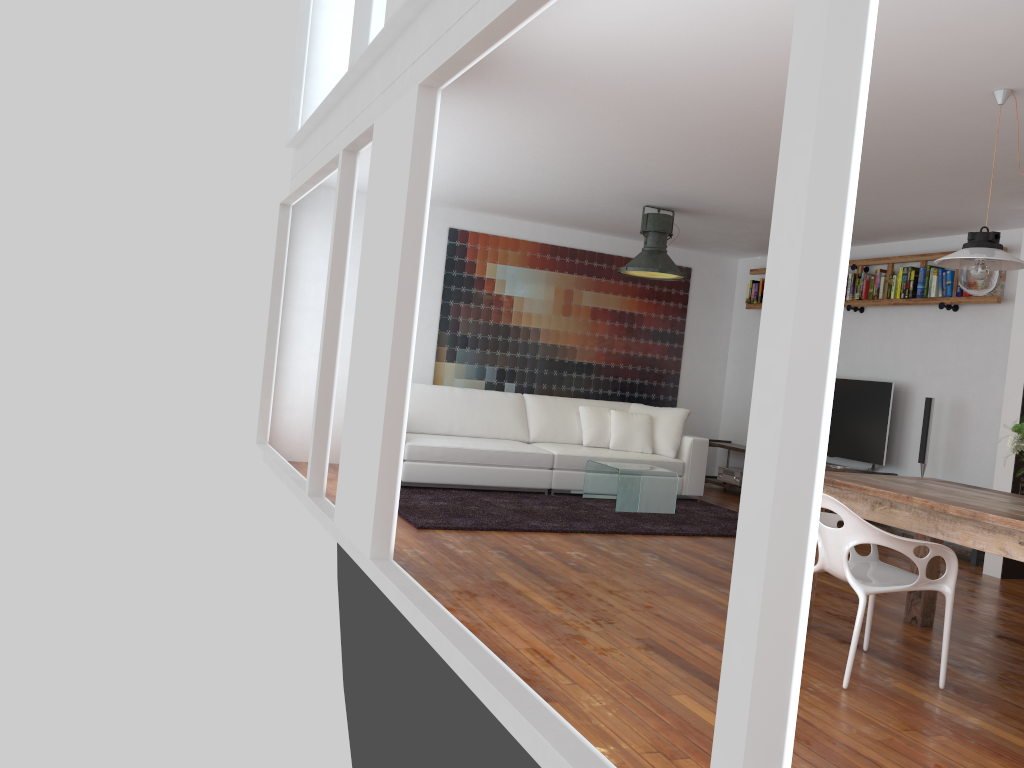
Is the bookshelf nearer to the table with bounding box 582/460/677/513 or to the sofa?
the sofa

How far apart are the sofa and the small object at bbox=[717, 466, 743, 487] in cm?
98

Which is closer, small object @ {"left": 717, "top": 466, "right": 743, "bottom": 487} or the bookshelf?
the bookshelf

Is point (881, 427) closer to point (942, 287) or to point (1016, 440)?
point (942, 287)

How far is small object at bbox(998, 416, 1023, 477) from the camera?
3.5m

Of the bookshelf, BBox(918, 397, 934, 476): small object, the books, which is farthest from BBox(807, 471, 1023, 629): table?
the books

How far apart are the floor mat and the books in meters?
2.2 m

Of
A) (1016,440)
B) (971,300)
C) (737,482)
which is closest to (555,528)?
(1016,440)

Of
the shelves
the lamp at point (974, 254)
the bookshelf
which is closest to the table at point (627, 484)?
the shelves

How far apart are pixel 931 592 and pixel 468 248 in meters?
5.4 m
